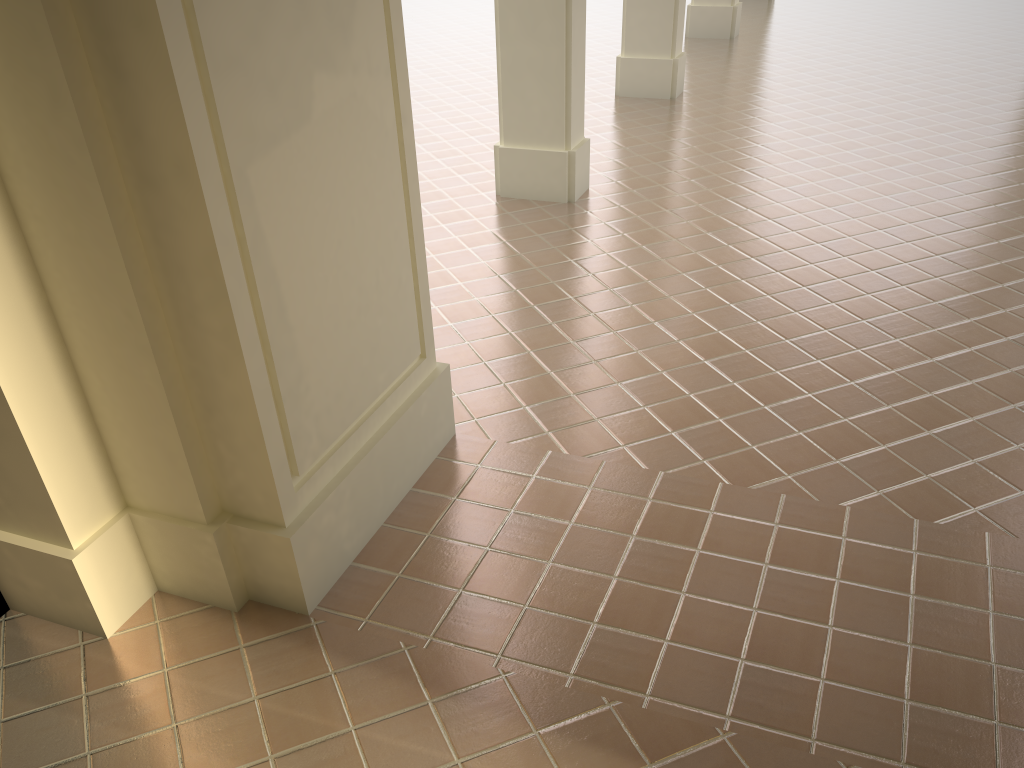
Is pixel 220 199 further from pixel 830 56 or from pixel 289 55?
pixel 830 56

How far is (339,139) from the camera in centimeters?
344cm
